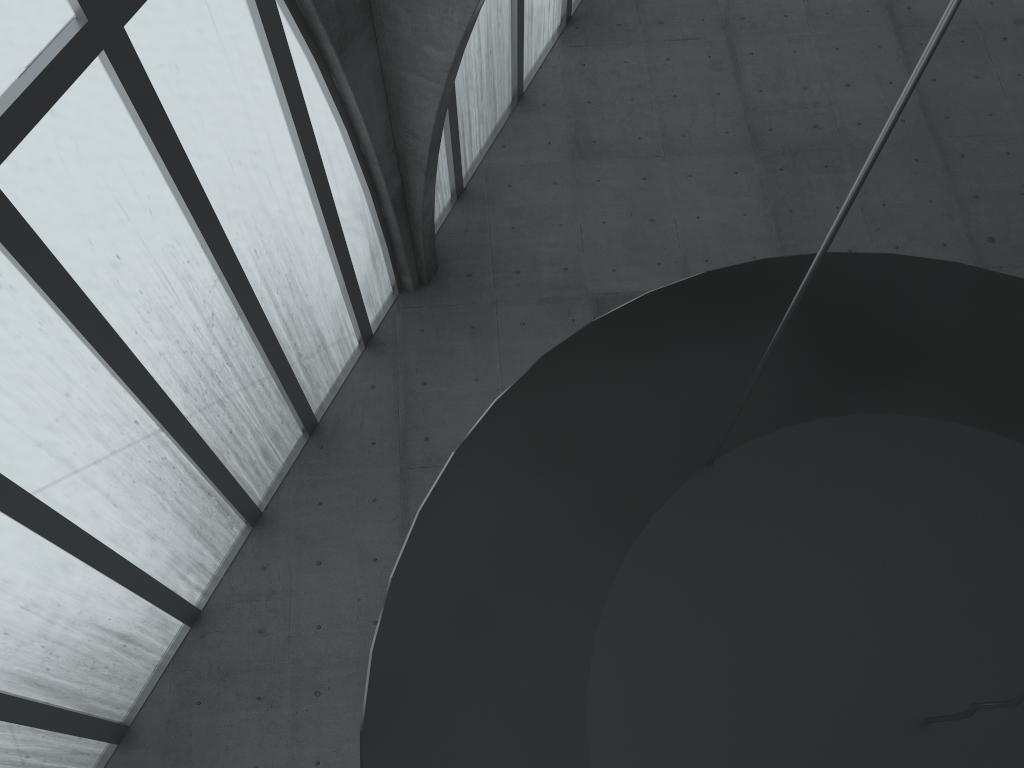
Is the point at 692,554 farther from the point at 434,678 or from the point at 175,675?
the point at 175,675
